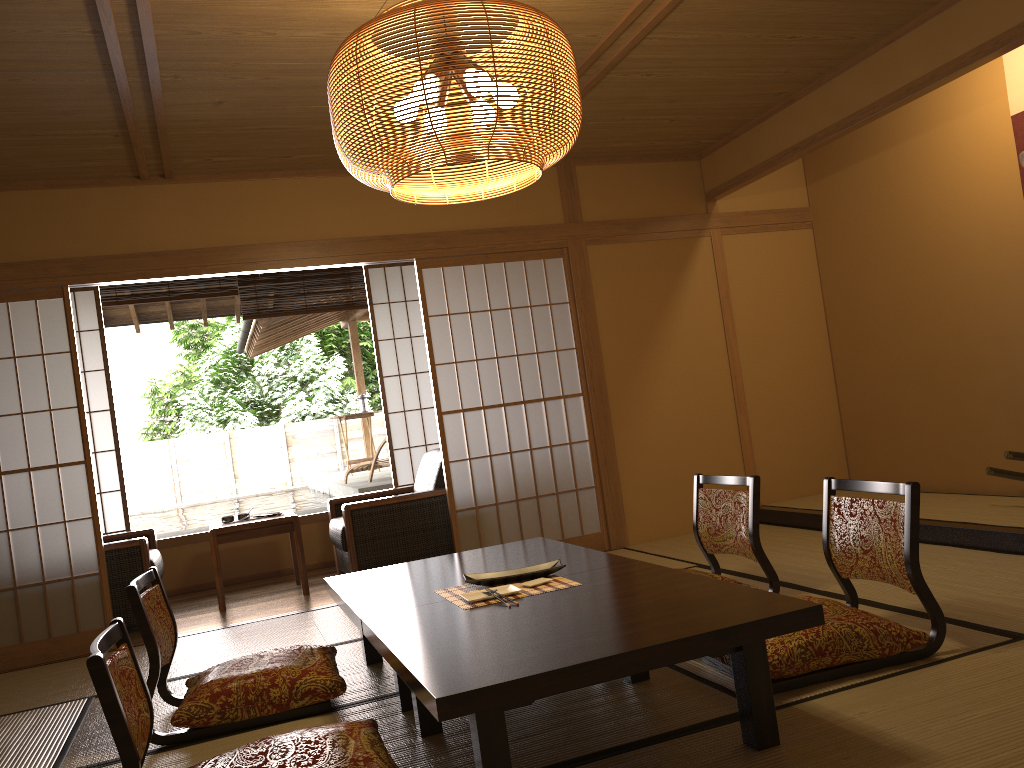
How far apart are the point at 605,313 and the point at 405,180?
1.5m

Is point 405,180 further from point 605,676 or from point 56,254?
point 605,676

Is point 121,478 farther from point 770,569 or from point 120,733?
point 120,733

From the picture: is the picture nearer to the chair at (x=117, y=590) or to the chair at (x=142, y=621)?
the chair at (x=142, y=621)

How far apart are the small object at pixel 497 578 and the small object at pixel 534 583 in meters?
0.1 m

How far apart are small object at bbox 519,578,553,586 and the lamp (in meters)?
1.35

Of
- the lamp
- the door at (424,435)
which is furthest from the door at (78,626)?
the lamp

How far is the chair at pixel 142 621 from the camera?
2.9 meters

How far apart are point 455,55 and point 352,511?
3.5m

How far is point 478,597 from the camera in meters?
2.8 m
